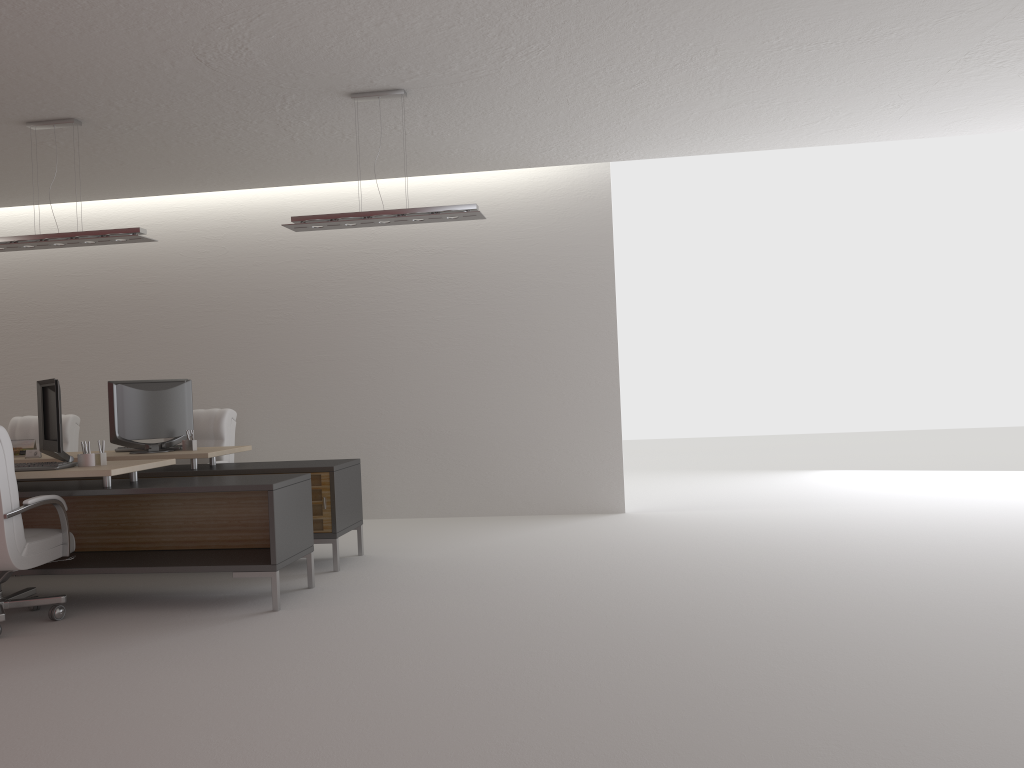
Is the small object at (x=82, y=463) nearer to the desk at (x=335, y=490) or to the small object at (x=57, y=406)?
the small object at (x=57, y=406)

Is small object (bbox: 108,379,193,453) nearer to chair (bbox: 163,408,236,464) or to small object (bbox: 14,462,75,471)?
chair (bbox: 163,408,236,464)

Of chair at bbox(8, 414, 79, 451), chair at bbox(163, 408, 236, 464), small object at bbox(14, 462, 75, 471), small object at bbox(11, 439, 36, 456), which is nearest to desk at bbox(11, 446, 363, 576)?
small object at bbox(11, 439, 36, 456)

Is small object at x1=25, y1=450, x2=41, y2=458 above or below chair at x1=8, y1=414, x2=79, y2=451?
below

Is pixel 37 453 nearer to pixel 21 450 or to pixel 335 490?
pixel 21 450

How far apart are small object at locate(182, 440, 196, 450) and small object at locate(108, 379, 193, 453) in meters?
0.1

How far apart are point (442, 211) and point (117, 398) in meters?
4.1

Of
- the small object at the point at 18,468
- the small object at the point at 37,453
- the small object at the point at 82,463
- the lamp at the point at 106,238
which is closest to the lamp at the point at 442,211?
the lamp at the point at 106,238

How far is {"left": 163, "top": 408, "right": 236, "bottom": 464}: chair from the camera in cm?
1045

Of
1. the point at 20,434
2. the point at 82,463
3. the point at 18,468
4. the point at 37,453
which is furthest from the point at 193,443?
the point at 20,434
